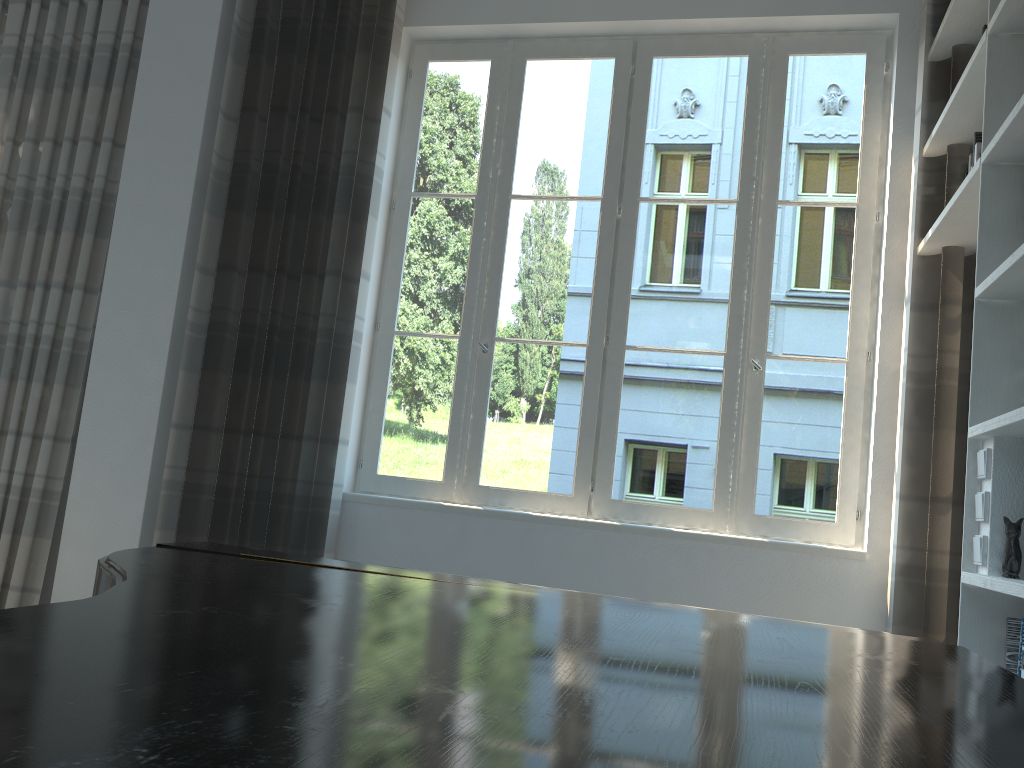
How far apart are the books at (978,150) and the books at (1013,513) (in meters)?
1.10

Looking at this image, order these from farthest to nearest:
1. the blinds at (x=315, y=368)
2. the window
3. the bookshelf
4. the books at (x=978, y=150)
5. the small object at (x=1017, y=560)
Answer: the blinds at (x=315, y=368) < the window < the books at (x=978, y=150) < the bookshelf < the small object at (x=1017, y=560)

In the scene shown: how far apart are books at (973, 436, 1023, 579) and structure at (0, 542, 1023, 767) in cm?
99

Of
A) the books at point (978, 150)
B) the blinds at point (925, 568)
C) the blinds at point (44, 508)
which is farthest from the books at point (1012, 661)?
the blinds at point (44, 508)

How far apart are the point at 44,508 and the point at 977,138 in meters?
3.9

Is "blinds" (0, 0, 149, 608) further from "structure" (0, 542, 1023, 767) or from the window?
"structure" (0, 542, 1023, 767)

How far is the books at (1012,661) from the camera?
2.14m

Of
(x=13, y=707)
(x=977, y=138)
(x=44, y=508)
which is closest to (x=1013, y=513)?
(x=977, y=138)

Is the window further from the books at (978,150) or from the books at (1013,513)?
the books at (1013,513)

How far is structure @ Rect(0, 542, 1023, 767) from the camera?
0.5m
